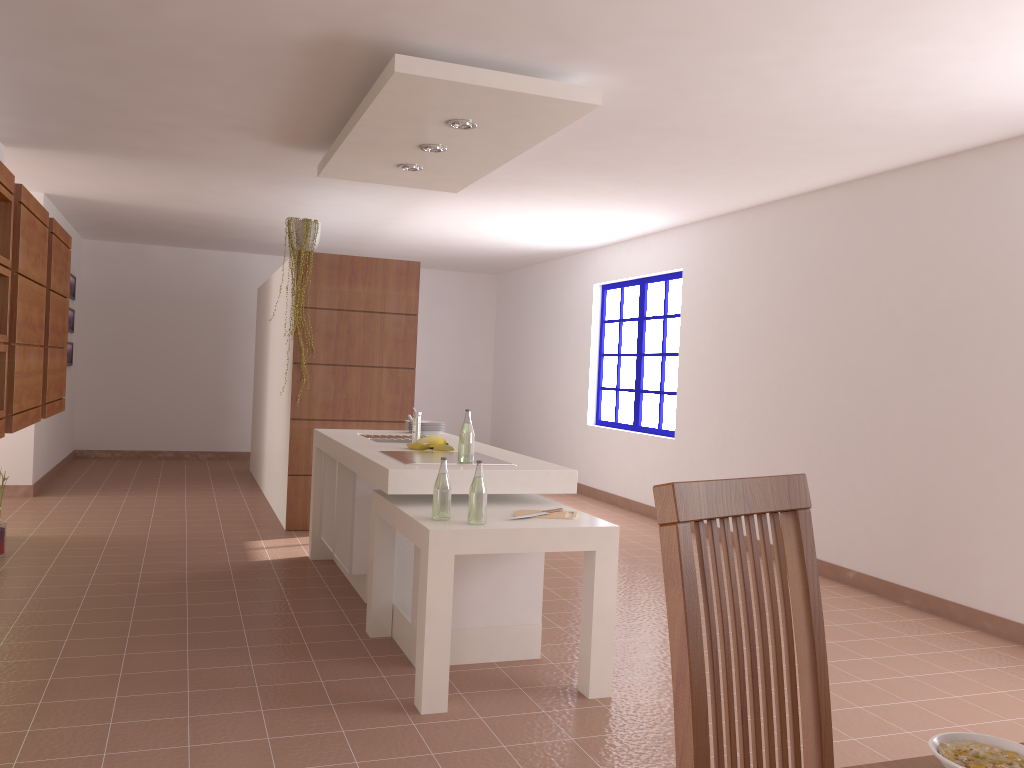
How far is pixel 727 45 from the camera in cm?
341

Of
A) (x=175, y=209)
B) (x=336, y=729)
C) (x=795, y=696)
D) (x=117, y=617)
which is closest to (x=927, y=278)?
(x=336, y=729)

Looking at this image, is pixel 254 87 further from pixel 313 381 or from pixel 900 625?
pixel 900 625

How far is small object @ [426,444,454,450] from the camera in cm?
440

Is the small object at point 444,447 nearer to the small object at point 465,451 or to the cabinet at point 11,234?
the small object at point 465,451

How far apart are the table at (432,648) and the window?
3.9 meters

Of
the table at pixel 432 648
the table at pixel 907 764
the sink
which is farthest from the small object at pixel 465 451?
the table at pixel 907 764

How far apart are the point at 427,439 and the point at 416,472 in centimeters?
84cm

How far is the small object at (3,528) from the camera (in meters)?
5.10

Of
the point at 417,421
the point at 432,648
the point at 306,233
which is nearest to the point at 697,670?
the point at 432,648
